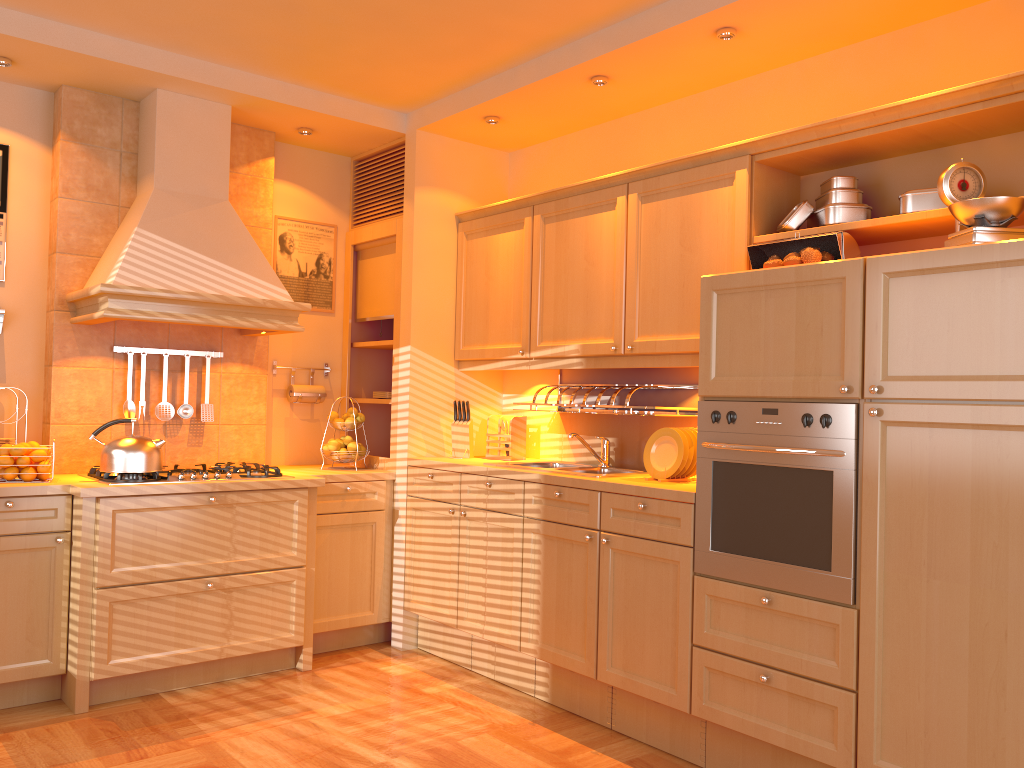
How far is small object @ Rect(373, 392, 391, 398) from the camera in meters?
4.7

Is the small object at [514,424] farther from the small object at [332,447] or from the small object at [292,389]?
the small object at [292,389]

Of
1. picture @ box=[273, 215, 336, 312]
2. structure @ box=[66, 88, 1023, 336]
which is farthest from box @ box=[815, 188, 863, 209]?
picture @ box=[273, 215, 336, 312]

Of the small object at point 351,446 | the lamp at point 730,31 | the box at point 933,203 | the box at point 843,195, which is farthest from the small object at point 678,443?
the small object at point 351,446

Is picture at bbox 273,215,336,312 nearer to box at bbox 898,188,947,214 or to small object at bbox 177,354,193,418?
small object at bbox 177,354,193,418

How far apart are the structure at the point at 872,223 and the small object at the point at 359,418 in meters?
0.7 m

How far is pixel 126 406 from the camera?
4.05m

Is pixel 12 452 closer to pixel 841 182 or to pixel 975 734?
pixel 841 182

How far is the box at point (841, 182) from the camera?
3.1m

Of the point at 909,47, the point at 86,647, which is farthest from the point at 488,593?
the point at 909,47
